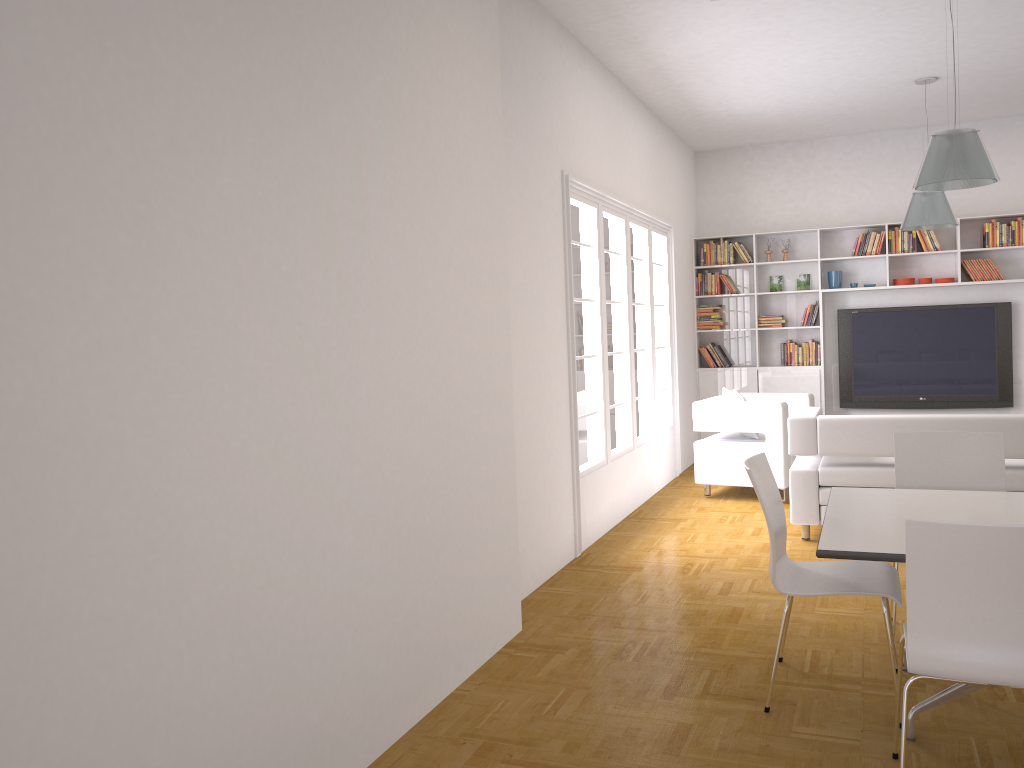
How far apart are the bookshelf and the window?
1.3 meters

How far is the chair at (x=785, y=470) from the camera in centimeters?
729cm

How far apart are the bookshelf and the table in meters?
5.8

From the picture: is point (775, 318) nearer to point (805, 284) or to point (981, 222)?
point (805, 284)

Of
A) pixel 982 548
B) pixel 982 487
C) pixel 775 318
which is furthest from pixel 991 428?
pixel 775 318

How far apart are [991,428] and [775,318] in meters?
4.3

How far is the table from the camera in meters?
3.0 m

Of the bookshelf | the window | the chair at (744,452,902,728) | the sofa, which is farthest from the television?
the chair at (744,452,902,728)

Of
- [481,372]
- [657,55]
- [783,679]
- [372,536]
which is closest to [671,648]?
[783,679]

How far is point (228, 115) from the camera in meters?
2.5
